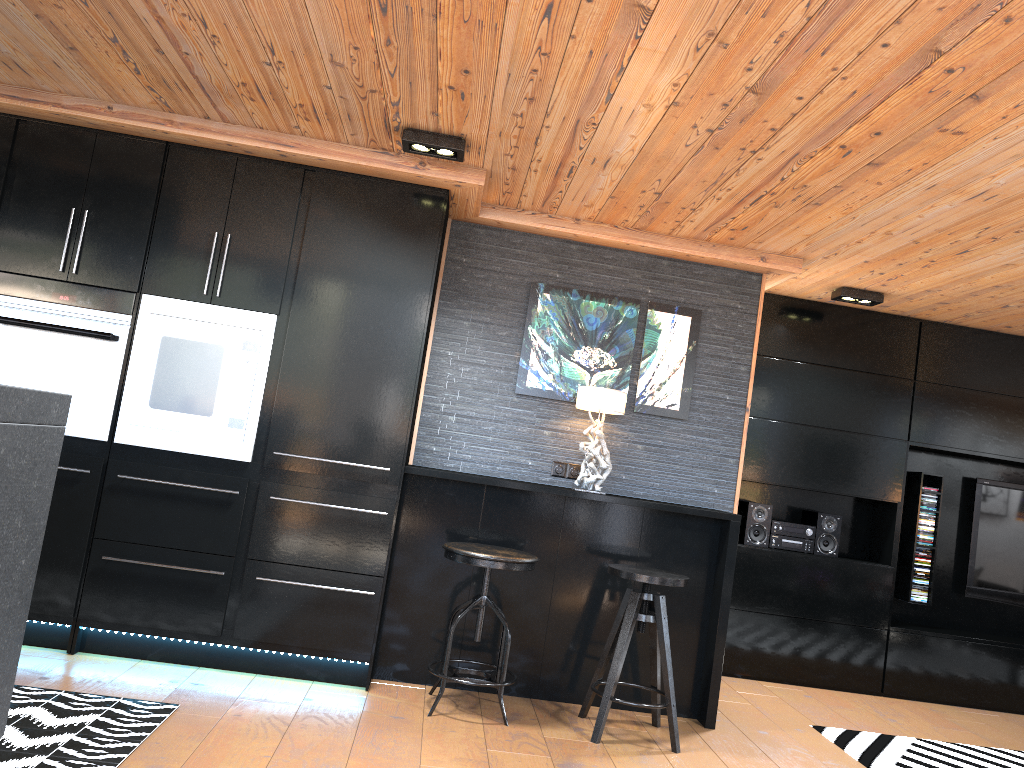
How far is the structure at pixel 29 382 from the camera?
3.9 meters

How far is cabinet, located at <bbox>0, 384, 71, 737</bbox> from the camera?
2.33m

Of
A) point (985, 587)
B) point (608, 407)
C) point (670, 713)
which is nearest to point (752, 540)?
point (985, 587)

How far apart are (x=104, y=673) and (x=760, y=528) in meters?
3.7

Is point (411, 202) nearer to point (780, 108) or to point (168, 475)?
point (168, 475)

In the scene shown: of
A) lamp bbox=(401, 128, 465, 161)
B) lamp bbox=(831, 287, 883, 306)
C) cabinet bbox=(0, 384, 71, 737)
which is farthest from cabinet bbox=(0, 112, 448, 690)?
lamp bbox=(831, 287, 883, 306)

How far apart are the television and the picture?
2.53m

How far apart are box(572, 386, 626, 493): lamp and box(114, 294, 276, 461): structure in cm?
151

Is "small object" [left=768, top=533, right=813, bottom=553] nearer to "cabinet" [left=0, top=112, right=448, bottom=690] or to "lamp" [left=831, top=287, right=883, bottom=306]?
"lamp" [left=831, top=287, right=883, bottom=306]

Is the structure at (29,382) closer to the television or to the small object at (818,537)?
the small object at (818,537)
